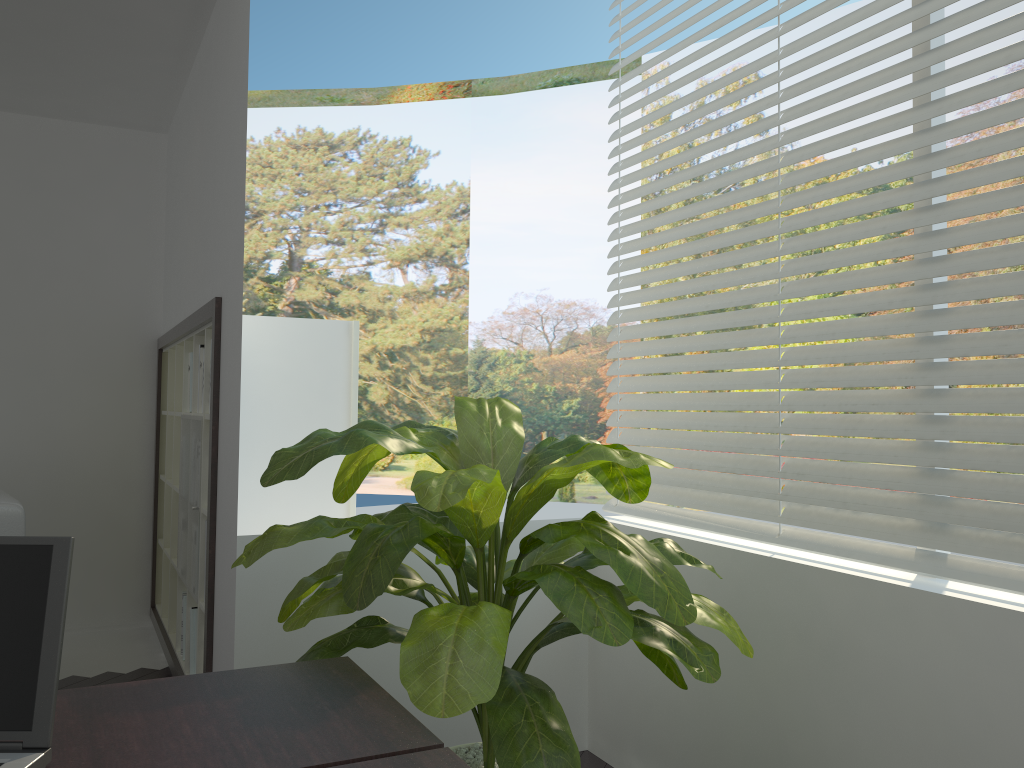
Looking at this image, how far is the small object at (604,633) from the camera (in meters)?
1.60

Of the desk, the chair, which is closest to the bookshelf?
the chair

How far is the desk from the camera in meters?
1.2

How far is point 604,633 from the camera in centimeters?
160cm

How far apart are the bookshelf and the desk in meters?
1.5

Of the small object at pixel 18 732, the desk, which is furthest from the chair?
the small object at pixel 18 732

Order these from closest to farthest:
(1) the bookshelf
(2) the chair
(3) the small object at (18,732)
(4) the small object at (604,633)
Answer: (3) the small object at (18,732)
(4) the small object at (604,633)
(2) the chair
(1) the bookshelf

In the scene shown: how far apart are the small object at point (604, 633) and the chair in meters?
1.5

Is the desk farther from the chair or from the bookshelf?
the chair

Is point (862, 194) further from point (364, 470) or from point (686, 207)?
point (364, 470)
